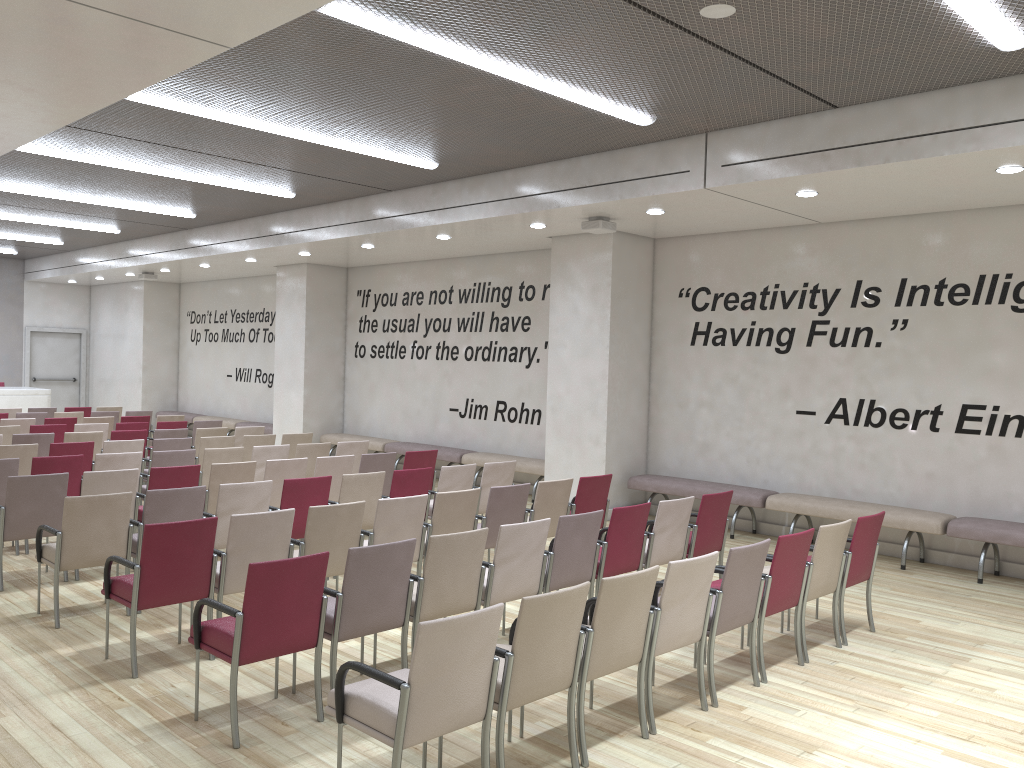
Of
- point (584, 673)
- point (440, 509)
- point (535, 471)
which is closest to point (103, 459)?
point (440, 509)

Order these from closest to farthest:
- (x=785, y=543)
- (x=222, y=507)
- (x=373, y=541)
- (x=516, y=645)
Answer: (x=516, y=645), (x=785, y=543), (x=373, y=541), (x=222, y=507)

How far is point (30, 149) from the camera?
9.4m

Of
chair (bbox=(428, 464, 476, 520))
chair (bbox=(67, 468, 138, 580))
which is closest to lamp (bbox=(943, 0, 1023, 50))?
chair (bbox=(428, 464, 476, 520))

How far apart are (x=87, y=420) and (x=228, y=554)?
8.86m

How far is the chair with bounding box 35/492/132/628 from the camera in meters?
6.0

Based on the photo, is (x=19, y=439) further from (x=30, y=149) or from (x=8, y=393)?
(x=8, y=393)

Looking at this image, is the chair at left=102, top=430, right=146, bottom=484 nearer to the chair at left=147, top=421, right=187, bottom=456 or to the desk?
the chair at left=147, top=421, right=187, bottom=456

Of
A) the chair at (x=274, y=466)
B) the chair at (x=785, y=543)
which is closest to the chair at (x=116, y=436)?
the chair at (x=274, y=466)

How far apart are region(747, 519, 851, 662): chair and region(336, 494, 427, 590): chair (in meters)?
2.47
